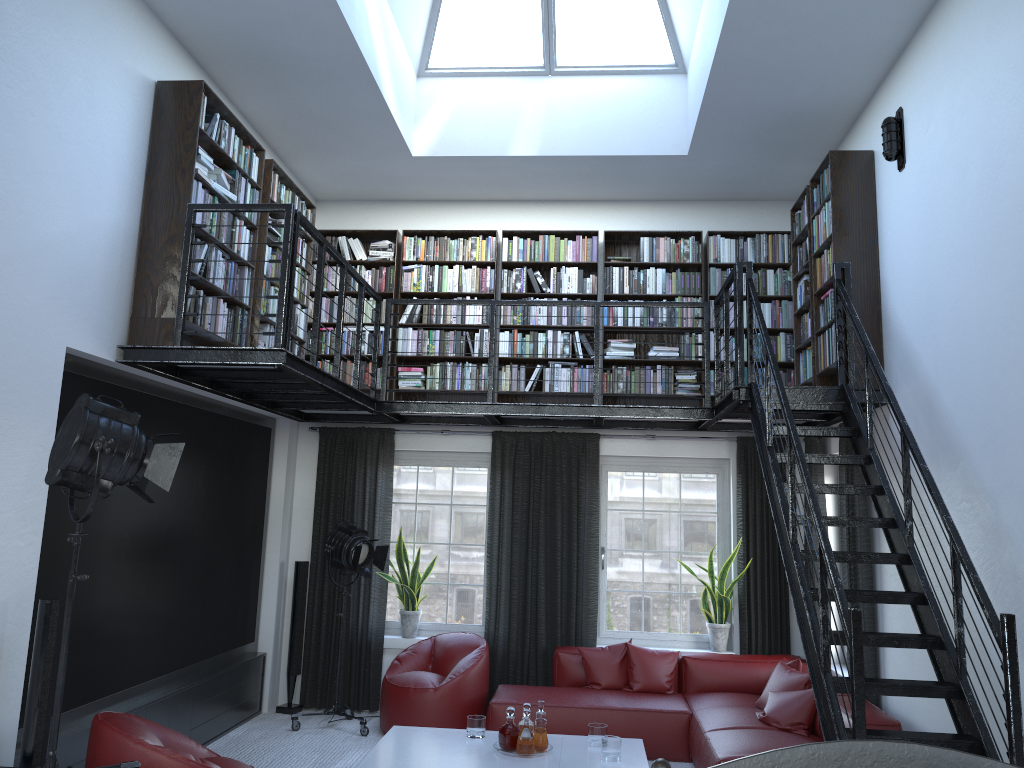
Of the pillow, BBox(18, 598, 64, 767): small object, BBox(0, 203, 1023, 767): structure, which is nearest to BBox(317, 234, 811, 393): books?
Answer: BBox(0, 203, 1023, 767): structure

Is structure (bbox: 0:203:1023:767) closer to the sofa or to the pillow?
the sofa

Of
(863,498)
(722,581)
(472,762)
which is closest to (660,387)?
(722,581)

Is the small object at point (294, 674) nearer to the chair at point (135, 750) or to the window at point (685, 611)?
the window at point (685, 611)

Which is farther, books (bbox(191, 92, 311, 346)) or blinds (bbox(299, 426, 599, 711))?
blinds (bbox(299, 426, 599, 711))

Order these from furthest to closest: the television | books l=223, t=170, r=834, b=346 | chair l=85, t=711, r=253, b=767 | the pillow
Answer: books l=223, t=170, r=834, b=346
the pillow
the television
chair l=85, t=711, r=253, b=767

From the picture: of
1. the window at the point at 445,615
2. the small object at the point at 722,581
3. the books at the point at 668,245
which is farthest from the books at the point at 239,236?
the small object at the point at 722,581

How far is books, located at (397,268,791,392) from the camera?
7.6 meters

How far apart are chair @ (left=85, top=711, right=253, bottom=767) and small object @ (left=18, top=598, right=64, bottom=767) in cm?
20

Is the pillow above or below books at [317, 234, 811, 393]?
below
